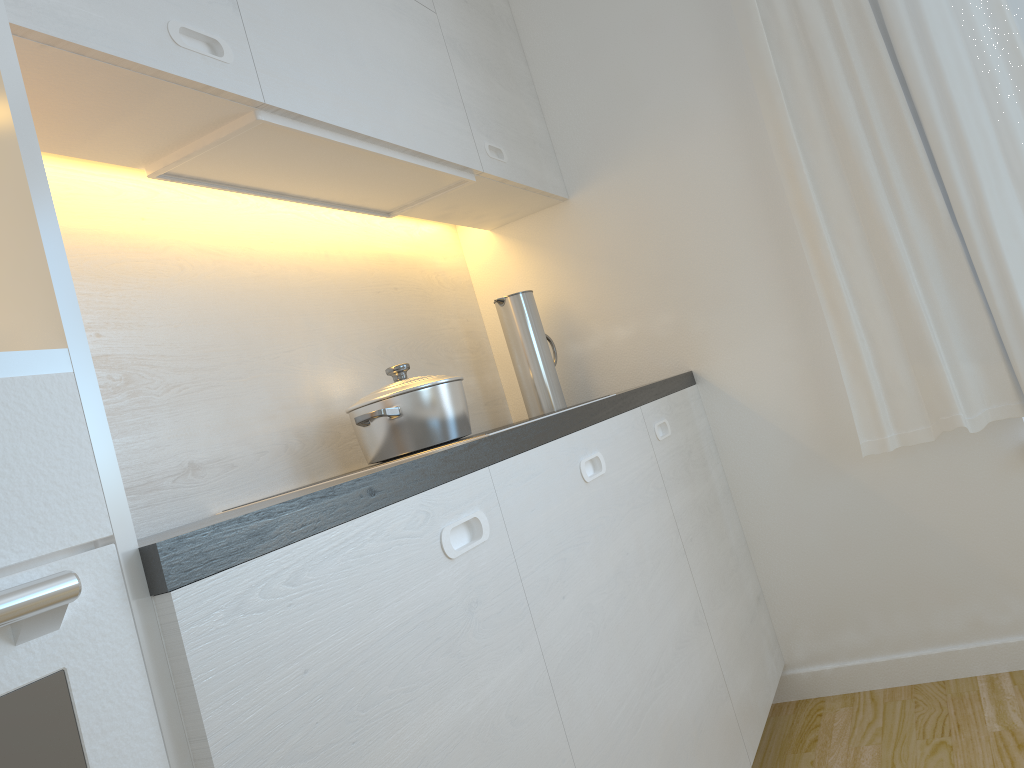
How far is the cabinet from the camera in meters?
0.8

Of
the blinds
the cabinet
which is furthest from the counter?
the blinds

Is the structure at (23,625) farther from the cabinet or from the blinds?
the blinds

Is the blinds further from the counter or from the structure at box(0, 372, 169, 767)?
the structure at box(0, 372, 169, 767)

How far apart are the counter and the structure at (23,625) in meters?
0.0 m

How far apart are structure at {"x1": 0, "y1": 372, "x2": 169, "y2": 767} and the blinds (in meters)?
1.99

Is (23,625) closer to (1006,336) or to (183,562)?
(183,562)

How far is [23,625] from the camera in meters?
0.6 m

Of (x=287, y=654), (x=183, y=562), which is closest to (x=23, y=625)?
(x=183, y=562)

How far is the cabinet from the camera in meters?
0.8 m
